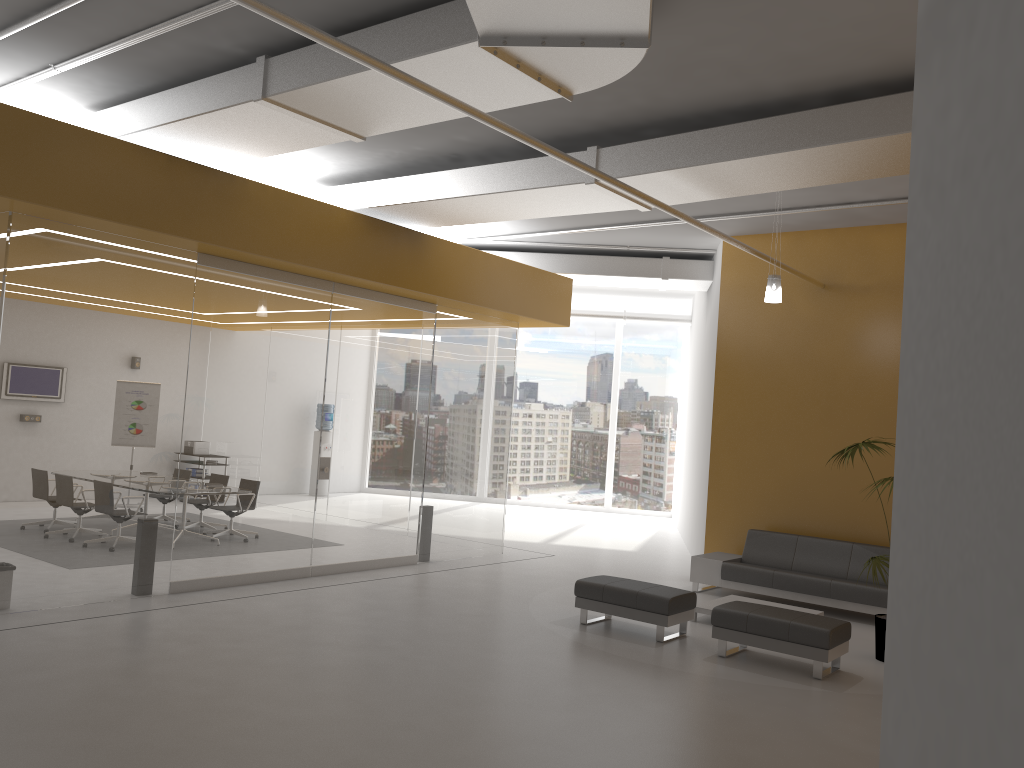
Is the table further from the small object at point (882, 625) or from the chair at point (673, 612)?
the small object at point (882, 625)

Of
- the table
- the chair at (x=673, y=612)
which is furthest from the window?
the chair at (x=673, y=612)

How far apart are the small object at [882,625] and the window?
11.34m

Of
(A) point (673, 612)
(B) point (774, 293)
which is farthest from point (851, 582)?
(B) point (774, 293)

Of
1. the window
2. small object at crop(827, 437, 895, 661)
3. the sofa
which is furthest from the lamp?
the window

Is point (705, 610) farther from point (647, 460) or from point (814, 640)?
point (647, 460)

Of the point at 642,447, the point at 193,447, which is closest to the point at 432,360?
the point at 193,447

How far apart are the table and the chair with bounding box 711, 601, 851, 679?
0.9 meters

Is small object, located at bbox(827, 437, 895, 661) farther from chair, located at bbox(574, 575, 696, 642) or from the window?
the window

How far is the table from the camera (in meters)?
8.79
